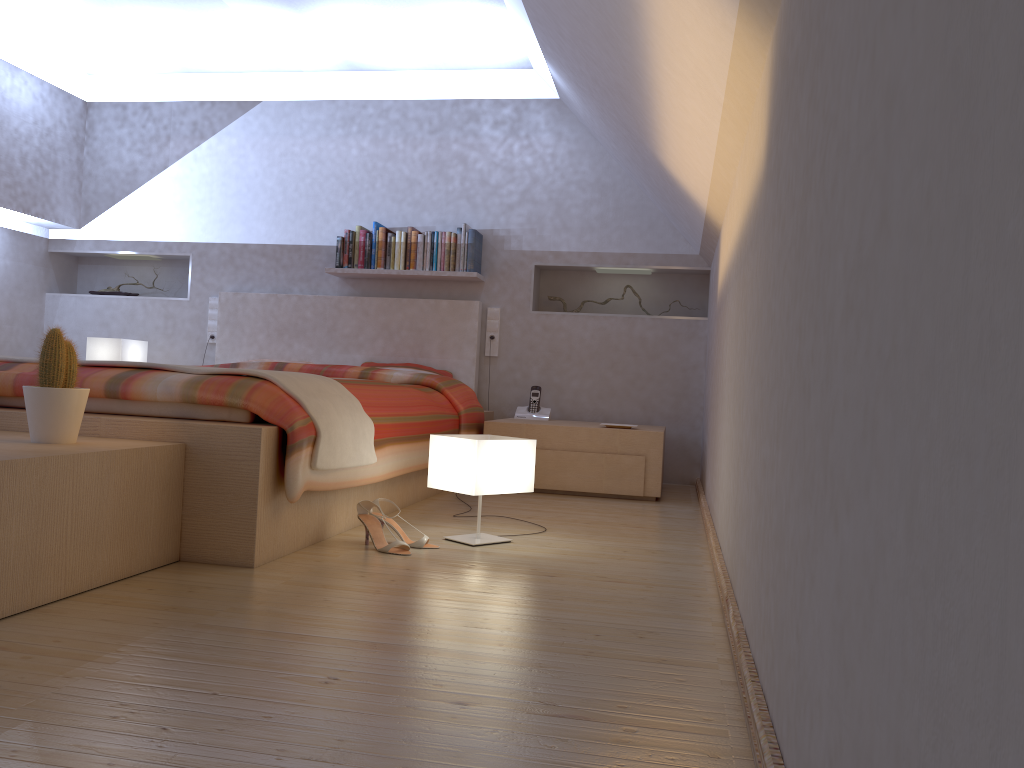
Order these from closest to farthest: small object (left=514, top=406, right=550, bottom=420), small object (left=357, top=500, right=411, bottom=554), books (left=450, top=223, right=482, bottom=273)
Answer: small object (left=357, top=500, right=411, bottom=554)
small object (left=514, top=406, right=550, bottom=420)
books (left=450, top=223, right=482, bottom=273)

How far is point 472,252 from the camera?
5.06m

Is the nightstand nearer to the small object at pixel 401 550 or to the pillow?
the pillow

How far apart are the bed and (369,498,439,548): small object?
0.2 meters

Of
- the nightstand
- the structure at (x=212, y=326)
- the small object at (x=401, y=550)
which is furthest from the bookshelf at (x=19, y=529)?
the structure at (x=212, y=326)

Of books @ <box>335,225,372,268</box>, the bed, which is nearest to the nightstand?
the bed

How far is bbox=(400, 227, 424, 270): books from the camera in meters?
5.1

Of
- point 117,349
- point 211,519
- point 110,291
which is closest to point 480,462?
point 211,519

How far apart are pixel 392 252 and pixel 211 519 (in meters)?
3.09

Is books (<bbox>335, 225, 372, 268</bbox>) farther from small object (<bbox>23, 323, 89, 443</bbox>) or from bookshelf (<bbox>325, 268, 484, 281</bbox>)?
small object (<bbox>23, 323, 89, 443</bbox>)
